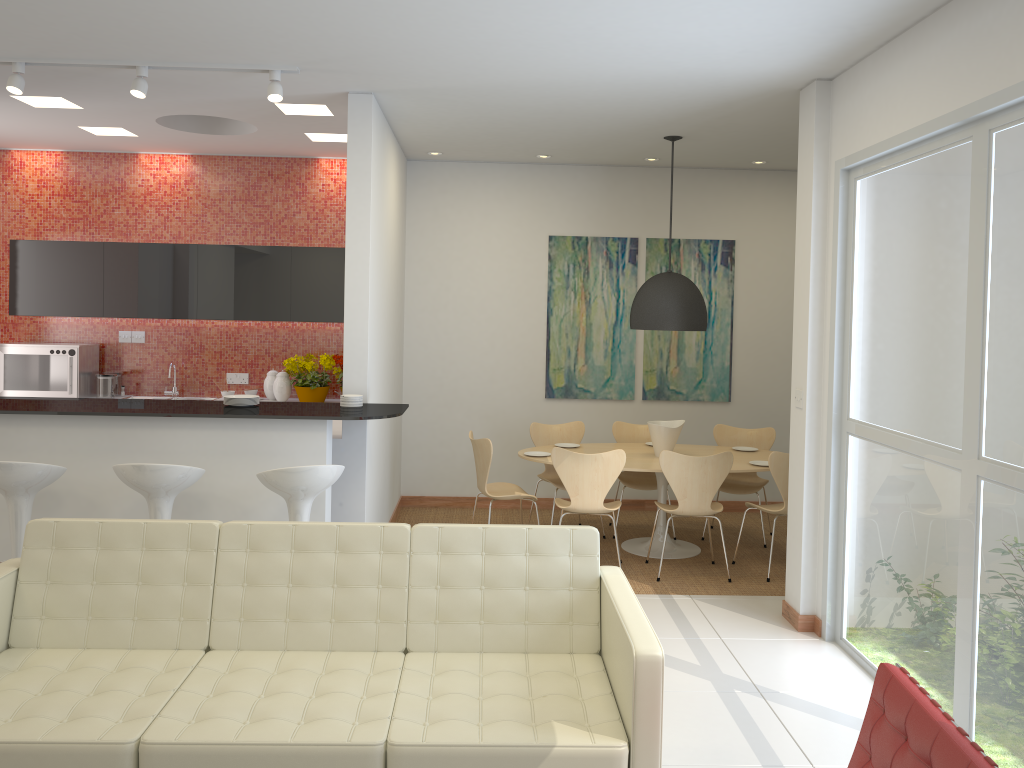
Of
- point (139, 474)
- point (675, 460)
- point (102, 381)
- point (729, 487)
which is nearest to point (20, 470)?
point (139, 474)

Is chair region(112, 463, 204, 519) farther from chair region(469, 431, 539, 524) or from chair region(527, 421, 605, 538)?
chair region(527, 421, 605, 538)

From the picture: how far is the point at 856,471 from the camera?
4.8m

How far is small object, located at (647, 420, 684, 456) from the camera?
6.8m

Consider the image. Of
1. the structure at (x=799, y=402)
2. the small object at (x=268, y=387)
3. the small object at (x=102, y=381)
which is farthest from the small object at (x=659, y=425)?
the small object at (x=102, y=381)

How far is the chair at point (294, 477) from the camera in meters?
4.5

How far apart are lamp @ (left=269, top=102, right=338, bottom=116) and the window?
3.3 meters

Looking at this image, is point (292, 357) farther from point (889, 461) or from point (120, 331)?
point (889, 461)

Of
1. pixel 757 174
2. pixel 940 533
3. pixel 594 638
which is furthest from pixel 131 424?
pixel 757 174

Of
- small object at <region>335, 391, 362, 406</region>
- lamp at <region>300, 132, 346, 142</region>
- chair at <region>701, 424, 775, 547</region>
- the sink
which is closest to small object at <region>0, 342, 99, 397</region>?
the sink
